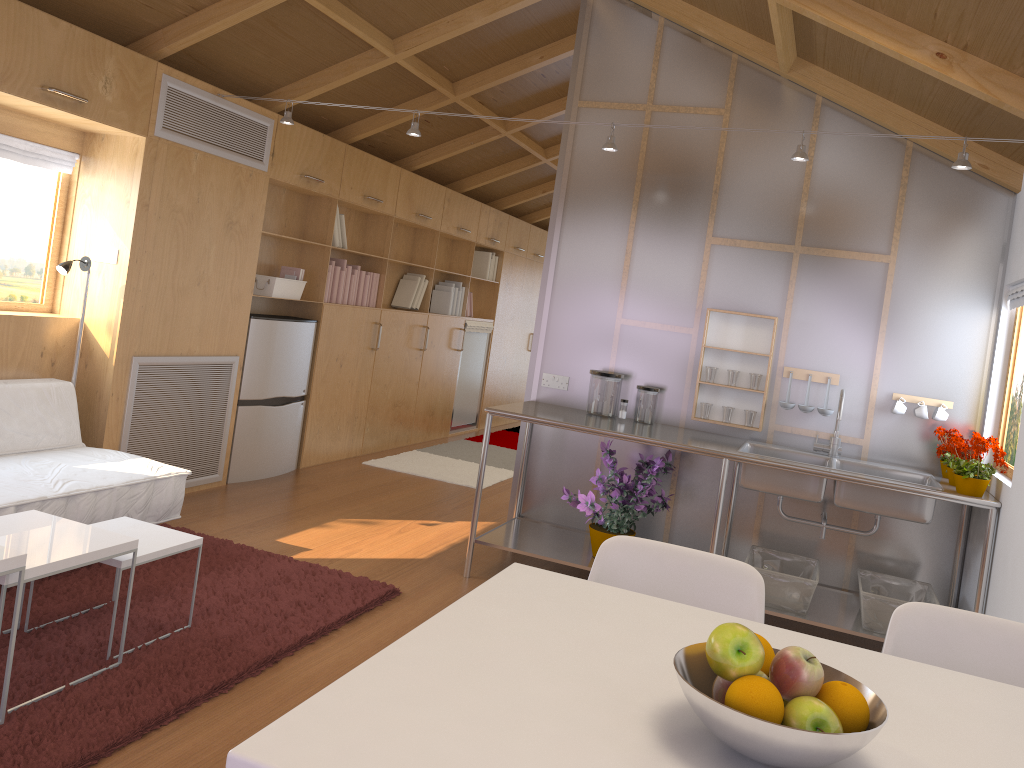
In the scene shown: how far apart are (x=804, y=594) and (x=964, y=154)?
1.8 meters

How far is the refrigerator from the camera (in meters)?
5.22

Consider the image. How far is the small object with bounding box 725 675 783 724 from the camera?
1.0m

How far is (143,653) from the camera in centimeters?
282cm

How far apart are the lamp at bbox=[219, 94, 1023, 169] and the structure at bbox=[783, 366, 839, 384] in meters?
1.1

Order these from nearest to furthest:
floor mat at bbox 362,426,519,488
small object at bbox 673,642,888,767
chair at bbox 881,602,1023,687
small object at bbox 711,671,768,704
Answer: small object at bbox 673,642,888,767 → small object at bbox 711,671,768,704 → chair at bbox 881,602,1023,687 → floor mat at bbox 362,426,519,488

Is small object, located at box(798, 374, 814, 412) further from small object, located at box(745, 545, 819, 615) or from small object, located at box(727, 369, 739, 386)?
small object, located at box(745, 545, 819, 615)

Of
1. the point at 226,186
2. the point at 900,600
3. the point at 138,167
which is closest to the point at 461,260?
the point at 226,186

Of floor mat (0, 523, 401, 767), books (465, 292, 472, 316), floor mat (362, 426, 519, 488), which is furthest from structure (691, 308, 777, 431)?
books (465, 292, 472, 316)

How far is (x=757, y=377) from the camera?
4.2m
